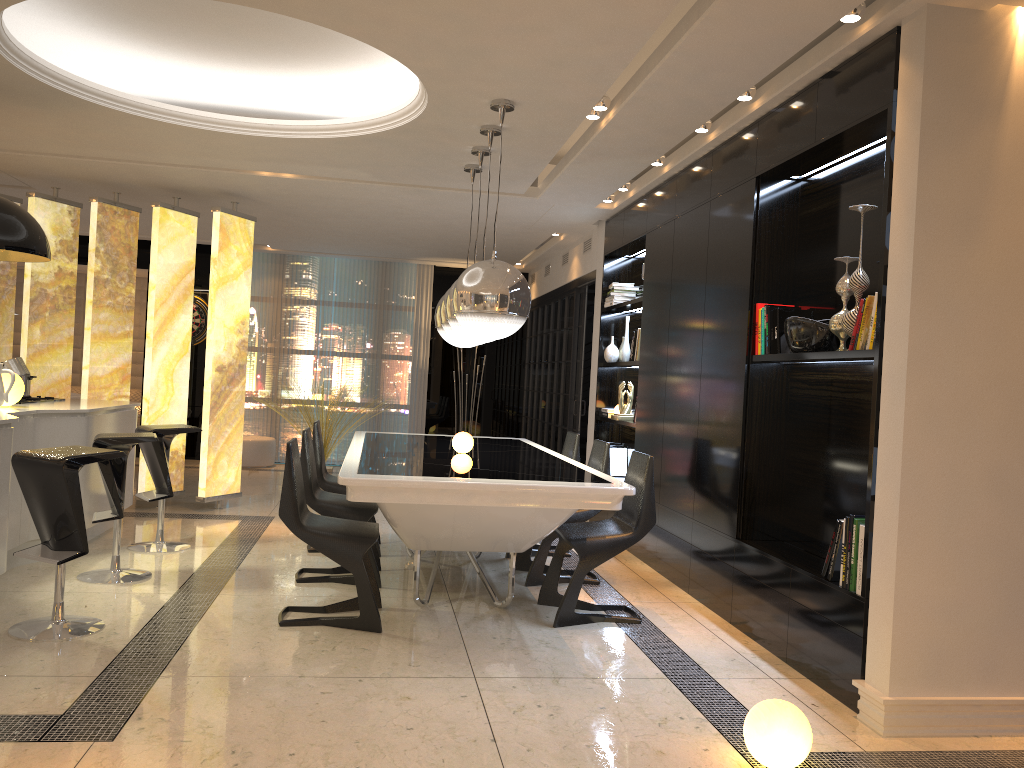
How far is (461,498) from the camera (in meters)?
3.80

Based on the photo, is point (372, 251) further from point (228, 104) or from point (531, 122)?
point (531, 122)

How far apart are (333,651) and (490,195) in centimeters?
410cm

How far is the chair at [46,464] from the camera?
3.7m

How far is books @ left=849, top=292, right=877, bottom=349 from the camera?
3.52m

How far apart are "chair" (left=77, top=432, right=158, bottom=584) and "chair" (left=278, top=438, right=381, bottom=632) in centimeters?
104cm

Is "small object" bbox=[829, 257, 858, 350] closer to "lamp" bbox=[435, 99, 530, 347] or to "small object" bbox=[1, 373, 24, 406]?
"lamp" bbox=[435, 99, 530, 347]

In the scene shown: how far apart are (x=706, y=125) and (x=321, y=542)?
3.1m

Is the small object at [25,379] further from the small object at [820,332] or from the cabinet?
the small object at [820,332]

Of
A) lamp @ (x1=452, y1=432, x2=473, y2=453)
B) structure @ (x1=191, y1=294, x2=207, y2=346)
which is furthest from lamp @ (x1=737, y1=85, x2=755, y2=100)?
structure @ (x1=191, y1=294, x2=207, y2=346)
